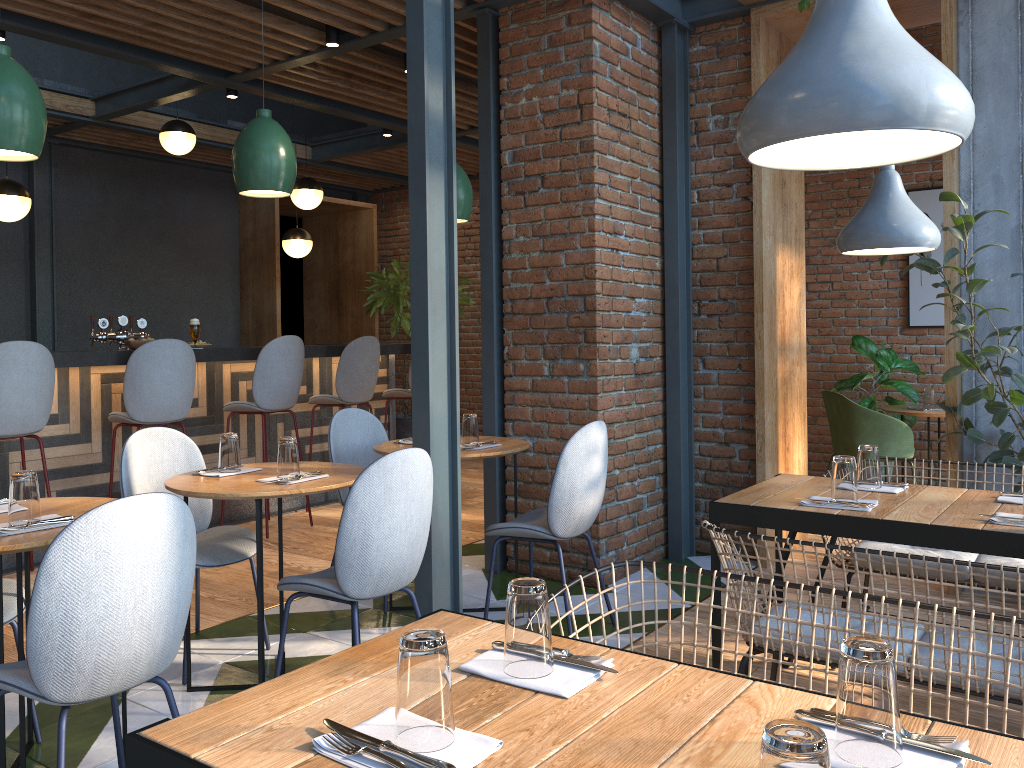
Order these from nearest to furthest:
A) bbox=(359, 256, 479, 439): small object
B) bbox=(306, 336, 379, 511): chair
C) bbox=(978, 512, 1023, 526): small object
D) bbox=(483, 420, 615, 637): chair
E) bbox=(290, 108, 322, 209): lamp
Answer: bbox=(978, 512, 1023, 526): small object, bbox=(483, 420, 615, 637): chair, bbox=(306, 336, 379, 511): chair, bbox=(290, 108, 322, 209): lamp, bbox=(359, 256, 479, 439): small object

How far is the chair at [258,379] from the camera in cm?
544

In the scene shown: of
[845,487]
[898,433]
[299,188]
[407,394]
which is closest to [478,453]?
[845,487]

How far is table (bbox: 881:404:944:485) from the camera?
5.8 meters

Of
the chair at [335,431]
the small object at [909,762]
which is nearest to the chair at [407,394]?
the chair at [335,431]

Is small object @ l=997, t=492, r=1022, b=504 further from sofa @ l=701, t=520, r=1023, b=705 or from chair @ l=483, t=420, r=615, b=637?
chair @ l=483, t=420, r=615, b=637

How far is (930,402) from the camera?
6.0m

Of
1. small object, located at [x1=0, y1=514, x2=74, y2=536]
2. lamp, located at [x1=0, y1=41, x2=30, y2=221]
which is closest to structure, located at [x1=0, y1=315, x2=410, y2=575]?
lamp, located at [x1=0, y1=41, x2=30, y2=221]

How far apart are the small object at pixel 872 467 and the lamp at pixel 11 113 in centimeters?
266cm

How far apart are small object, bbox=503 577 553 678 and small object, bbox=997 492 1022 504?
1.96m
